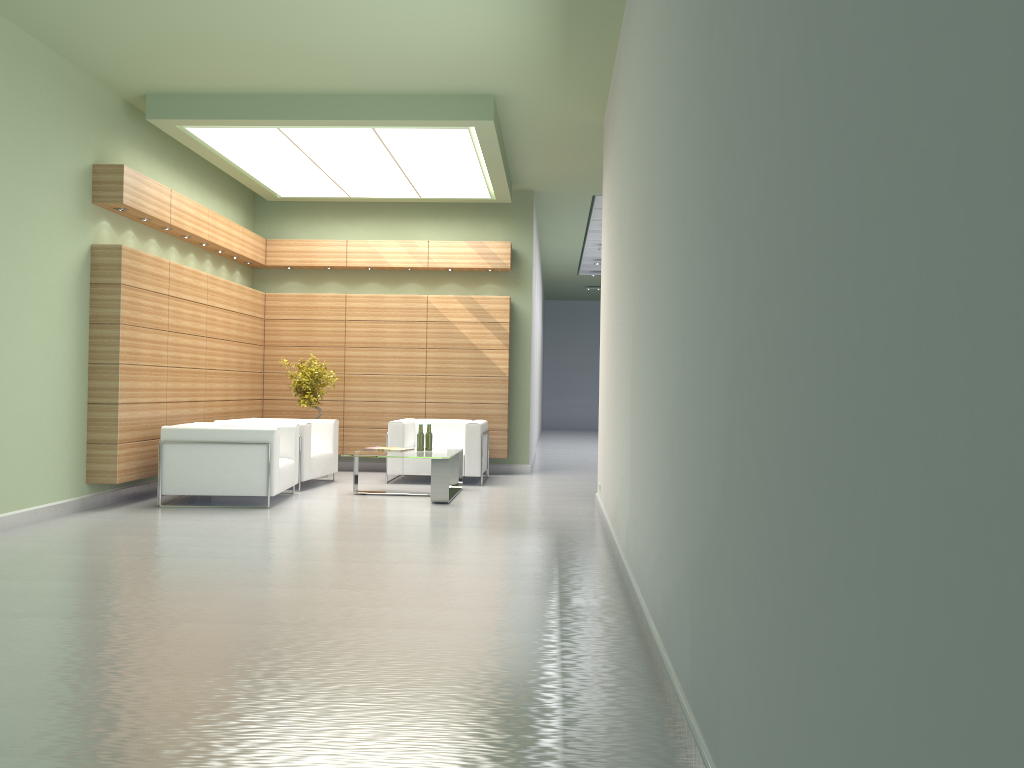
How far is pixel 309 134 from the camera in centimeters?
1453cm

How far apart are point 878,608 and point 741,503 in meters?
1.5 m

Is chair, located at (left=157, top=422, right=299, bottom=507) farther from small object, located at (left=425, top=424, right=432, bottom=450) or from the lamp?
the lamp

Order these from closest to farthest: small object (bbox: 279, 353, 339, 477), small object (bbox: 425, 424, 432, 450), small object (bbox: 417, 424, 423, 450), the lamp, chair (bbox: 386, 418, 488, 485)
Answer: the lamp < small object (bbox: 417, 424, 423, 450) < small object (bbox: 425, 424, 432, 450) < chair (bbox: 386, 418, 488, 485) < small object (bbox: 279, 353, 339, 477)

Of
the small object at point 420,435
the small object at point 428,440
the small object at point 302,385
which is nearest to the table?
the small object at point 428,440

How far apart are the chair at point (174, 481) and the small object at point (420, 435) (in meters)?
2.13

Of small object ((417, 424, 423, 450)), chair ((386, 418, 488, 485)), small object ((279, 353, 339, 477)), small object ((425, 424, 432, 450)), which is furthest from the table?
small object ((279, 353, 339, 477))

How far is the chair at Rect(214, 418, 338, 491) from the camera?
15.7 meters

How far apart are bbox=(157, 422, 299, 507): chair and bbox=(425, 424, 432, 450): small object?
2.3 meters

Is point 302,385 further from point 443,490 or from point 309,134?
point 309,134
